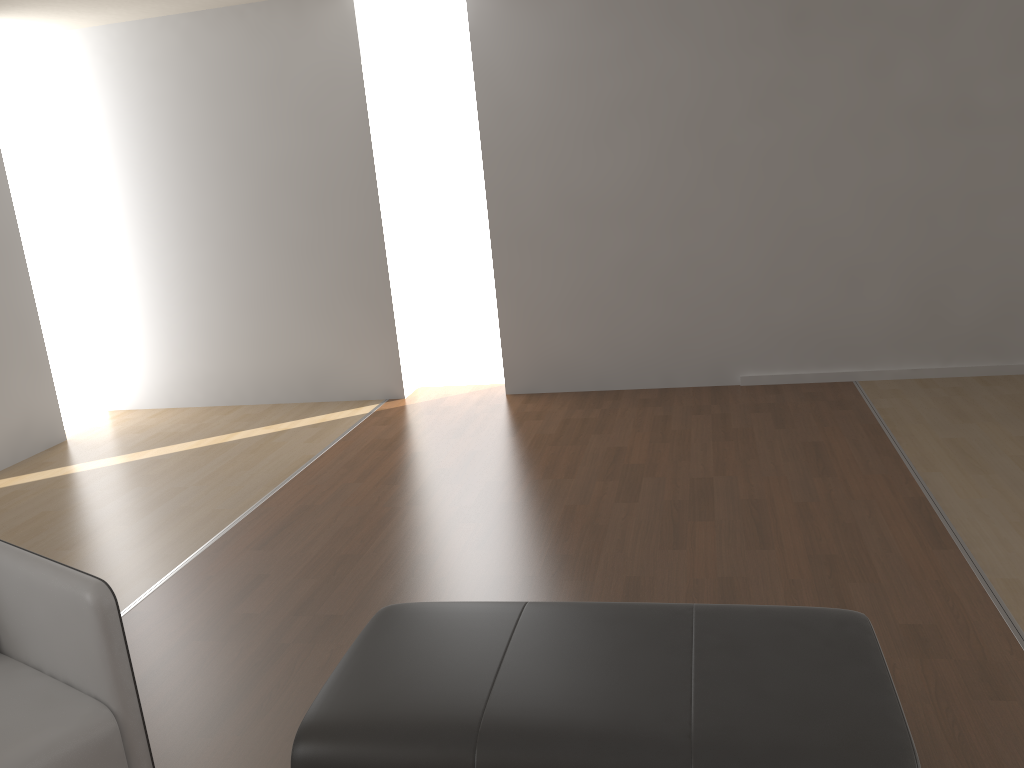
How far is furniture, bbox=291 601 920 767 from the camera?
1.75m

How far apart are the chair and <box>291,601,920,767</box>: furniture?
0.40m

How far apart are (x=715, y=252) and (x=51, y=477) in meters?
4.1 m

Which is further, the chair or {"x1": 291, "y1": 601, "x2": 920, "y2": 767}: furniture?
the chair

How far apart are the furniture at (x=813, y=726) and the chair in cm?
40

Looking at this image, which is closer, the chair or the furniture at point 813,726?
the furniture at point 813,726

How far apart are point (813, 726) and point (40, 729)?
1.6 meters

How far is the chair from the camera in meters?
1.9

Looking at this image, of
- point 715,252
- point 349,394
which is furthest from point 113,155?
point 715,252

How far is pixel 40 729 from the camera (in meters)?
1.92
